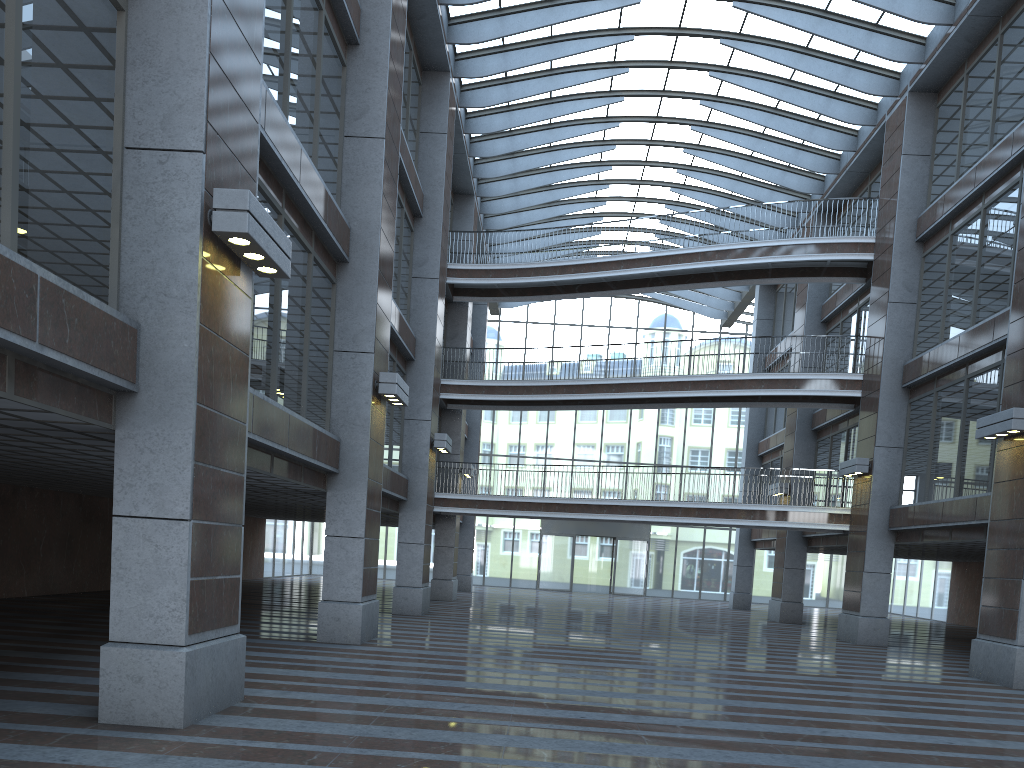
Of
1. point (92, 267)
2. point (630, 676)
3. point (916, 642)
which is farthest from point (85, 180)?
point (916, 642)

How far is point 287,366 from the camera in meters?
27.9 m

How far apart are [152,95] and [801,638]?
19.9 meters
